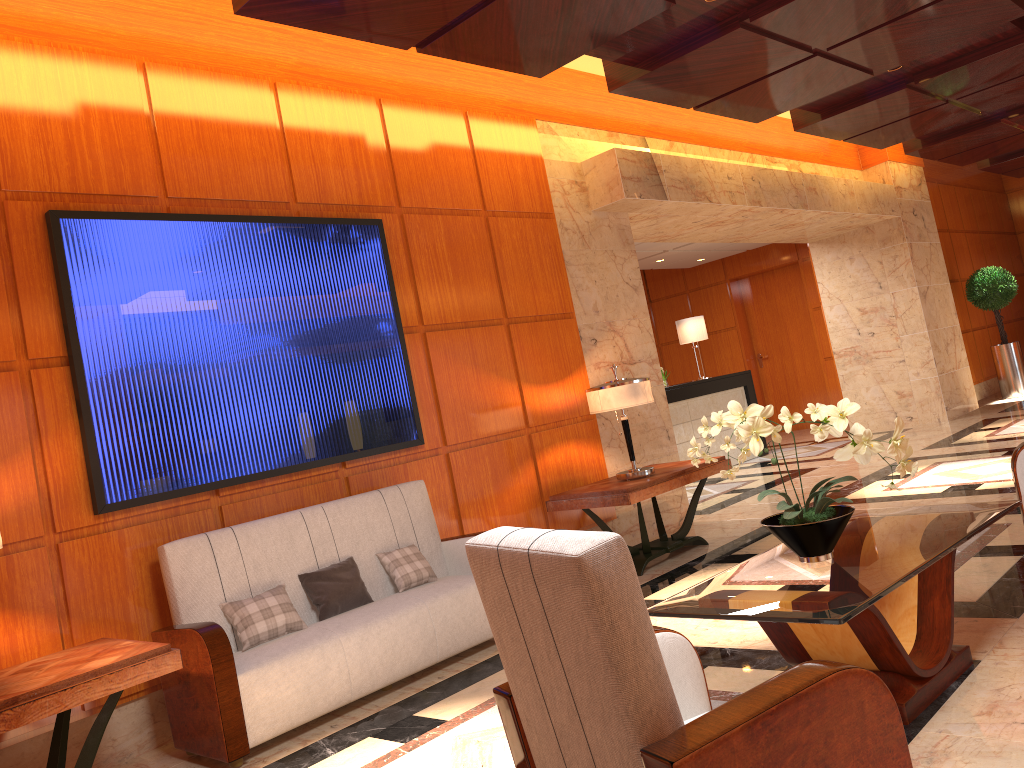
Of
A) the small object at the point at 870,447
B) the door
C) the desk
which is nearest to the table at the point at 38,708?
the small object at the point at 870,447

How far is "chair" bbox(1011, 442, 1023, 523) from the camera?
4.30m

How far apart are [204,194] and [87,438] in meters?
1.5

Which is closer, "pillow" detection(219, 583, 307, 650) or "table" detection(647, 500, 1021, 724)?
"table" detection(647, 500, 1021, 724)

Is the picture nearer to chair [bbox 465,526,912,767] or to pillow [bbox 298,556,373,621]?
pillow [bbox 298,556,373,621]

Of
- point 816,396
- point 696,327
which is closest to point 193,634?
point 696,327

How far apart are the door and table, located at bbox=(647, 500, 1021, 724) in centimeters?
1095cm

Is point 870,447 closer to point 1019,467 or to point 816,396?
point 1019,467

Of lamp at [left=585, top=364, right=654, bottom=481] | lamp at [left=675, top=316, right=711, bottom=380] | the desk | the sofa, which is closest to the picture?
the sofa

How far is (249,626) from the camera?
4.1 meters
